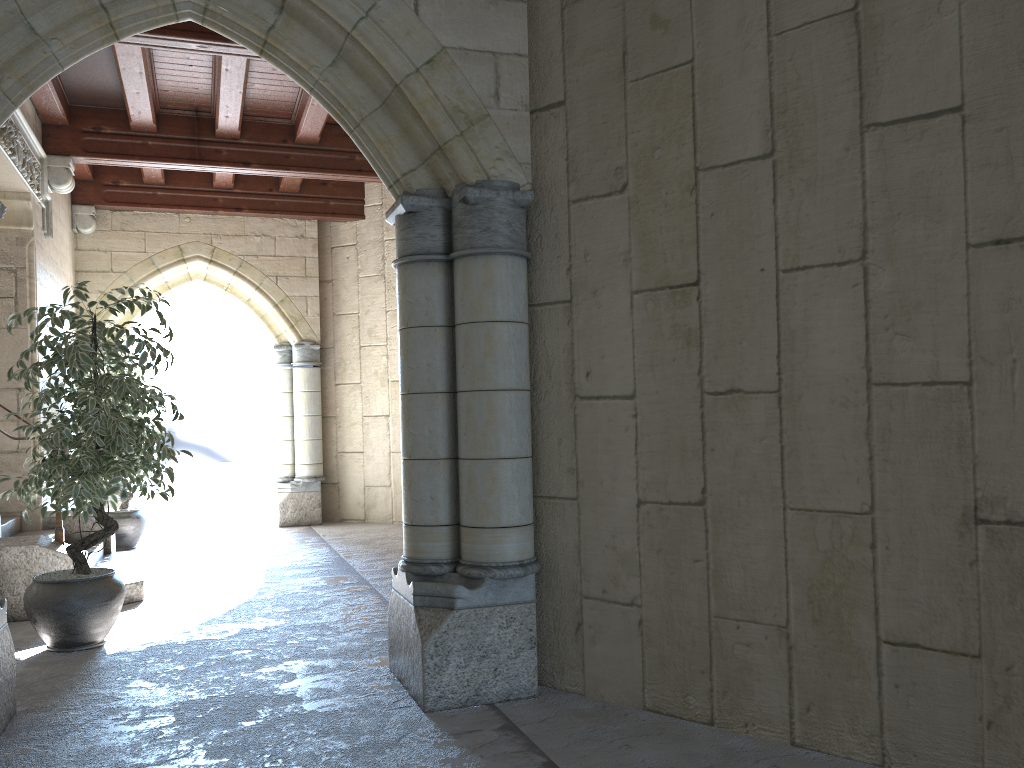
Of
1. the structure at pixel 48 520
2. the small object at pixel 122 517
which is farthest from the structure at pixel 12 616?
the small object at pixel 122 517

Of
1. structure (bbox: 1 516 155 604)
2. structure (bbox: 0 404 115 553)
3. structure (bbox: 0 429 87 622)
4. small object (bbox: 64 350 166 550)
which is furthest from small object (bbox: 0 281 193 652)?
small object (bbox: 64 350 166 550)

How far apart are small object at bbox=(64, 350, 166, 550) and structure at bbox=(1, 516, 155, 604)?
1.06m

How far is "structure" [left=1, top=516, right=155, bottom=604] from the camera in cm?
487

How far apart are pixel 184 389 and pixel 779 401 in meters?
8.6 m

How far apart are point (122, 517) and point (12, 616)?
2.59m

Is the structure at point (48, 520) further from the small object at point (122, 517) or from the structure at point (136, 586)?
the small object at point (122, 517)

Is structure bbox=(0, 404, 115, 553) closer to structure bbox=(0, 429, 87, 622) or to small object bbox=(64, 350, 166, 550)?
small object bbox=(64, 350, 166, 550)

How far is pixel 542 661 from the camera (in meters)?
3.12

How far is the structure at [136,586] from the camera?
4.9 meters
